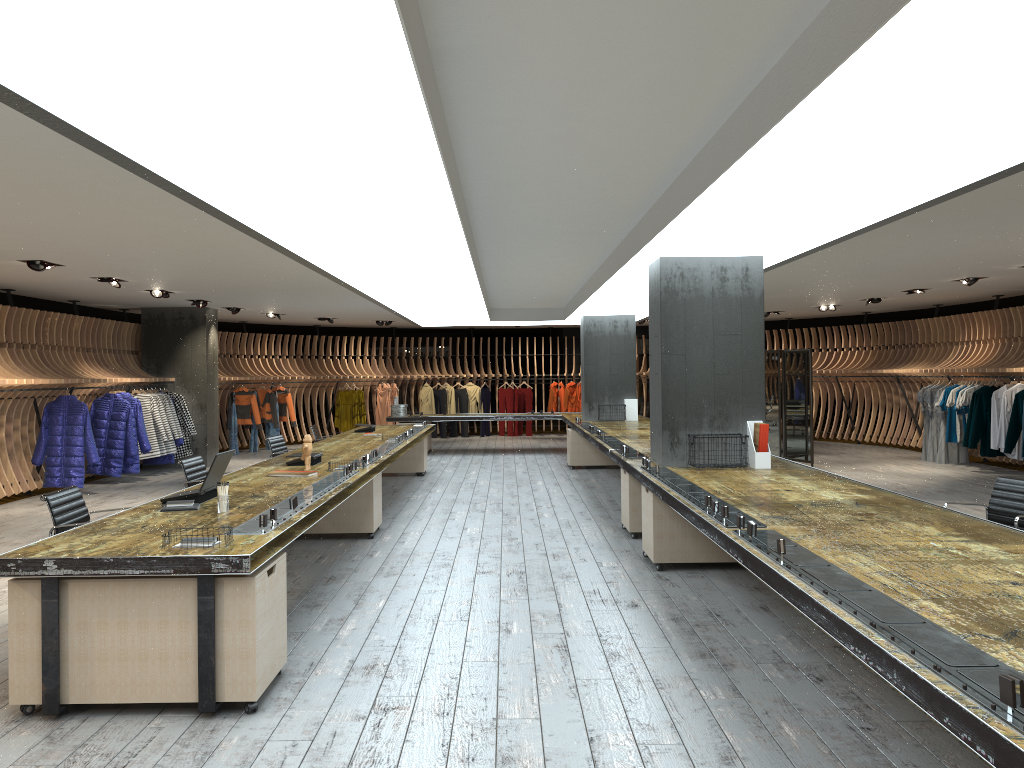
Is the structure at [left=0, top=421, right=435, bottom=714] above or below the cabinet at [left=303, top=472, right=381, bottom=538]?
above

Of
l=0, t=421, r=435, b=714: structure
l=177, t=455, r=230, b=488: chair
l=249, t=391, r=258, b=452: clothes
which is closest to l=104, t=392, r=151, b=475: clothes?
l=0, t=421, r=435, b=714: structure

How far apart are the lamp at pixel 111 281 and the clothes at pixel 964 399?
12.23m

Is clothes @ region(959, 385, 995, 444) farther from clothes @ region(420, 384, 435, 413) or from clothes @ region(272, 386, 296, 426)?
clothes @ region(272, 386, 296, 426)

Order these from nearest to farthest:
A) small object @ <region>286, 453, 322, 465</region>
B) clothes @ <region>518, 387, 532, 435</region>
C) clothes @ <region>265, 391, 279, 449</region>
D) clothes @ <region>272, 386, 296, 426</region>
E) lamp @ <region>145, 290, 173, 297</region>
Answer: small object @ <region>286, 453, 322, 465</region> → lamp @ <region>145, 290, 173, 297</region> → clothes @ <region>265, 391, 279, 449</region> → clothes @ <region>272, 386, 296, 426</region> → clothes @ <region>518, 387, 532, 435</region>

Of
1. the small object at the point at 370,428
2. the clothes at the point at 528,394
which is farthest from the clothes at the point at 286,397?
the small object at the point at 370,428

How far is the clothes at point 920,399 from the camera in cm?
1514

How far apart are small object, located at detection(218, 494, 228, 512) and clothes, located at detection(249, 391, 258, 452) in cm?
1357

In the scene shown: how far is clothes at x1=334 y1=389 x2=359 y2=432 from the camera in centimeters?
2046cm

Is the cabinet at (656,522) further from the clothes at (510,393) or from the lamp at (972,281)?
the clothes at (510,393)
